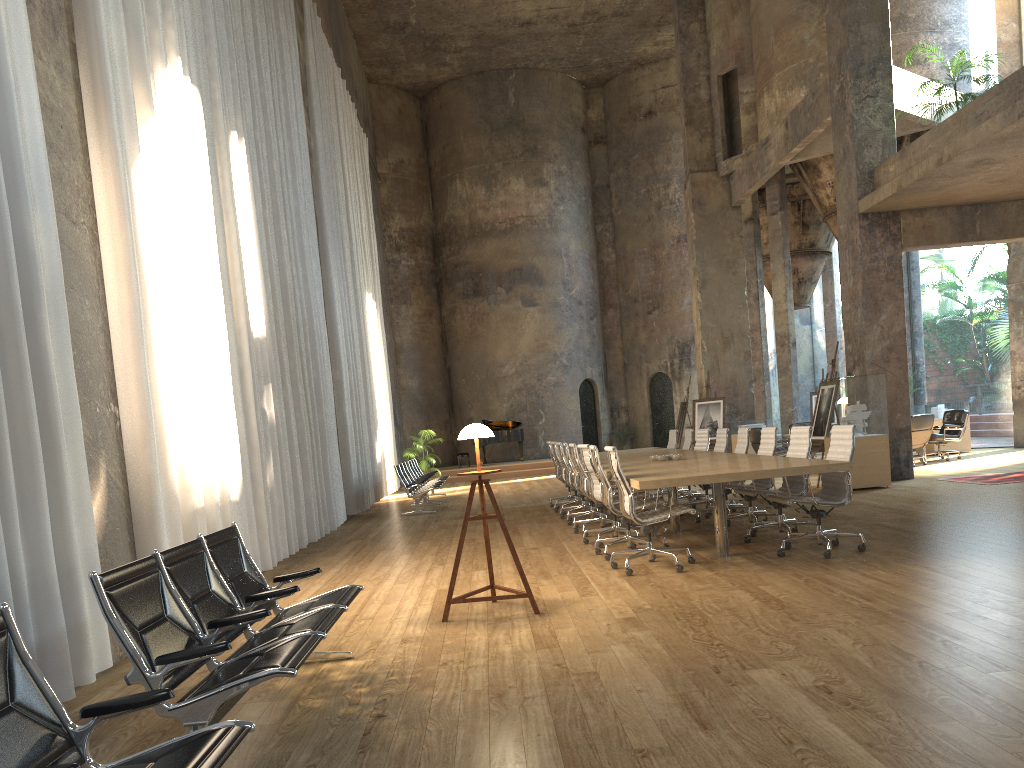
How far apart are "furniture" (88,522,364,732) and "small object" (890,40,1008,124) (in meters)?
10.97

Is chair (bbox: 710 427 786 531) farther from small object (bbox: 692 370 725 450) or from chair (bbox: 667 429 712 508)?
small object (bbox: 692 370 725 450)

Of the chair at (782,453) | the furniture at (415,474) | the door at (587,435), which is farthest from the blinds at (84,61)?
the door at (587,435)

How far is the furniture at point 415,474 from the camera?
17.2m

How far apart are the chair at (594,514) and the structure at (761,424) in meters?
9.3 m

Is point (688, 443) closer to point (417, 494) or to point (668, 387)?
point (417, 494)

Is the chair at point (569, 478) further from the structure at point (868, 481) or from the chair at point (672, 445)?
the structure at point (868, 481)

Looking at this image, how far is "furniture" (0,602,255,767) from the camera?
2.29m

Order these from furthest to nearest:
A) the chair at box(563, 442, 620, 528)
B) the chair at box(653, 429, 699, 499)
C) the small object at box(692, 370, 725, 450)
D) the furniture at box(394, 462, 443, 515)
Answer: the small object at box(692, 370, 725, 450) → the furniture at box(394, 462, 443, 515) → the chair at box(653, 429, 699, 499) → the chair at box(563, 442, 620, 528)

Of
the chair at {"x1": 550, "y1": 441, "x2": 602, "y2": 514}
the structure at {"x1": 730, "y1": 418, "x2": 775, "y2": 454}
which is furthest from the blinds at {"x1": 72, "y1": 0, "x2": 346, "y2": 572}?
the structure at {"x1": 730, "y1": 418, "x2": 775, "y2": 454}
